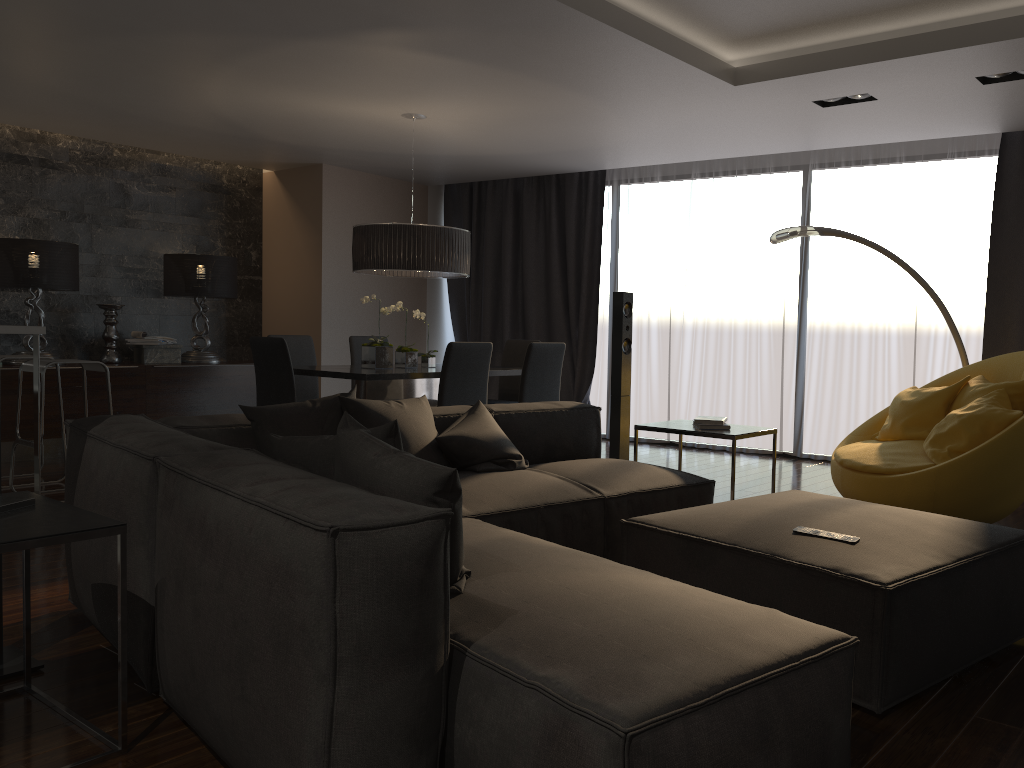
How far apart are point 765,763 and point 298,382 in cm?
544

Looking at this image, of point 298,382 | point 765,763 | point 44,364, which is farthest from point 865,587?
point 298,382

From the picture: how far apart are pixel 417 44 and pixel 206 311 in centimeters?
431cm

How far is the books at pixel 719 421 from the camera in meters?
4.4 m

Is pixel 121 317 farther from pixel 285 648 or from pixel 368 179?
pixel 285 648

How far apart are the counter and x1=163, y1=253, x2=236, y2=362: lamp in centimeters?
291cm

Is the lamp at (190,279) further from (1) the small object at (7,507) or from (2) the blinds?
(1) the small object at (7,507)

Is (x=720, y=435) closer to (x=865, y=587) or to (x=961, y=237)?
(x=865, y=587)

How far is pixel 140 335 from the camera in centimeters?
765cm

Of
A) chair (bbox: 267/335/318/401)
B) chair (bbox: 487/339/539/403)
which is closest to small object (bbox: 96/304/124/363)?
chair (bbox: 267/335/318/401)
